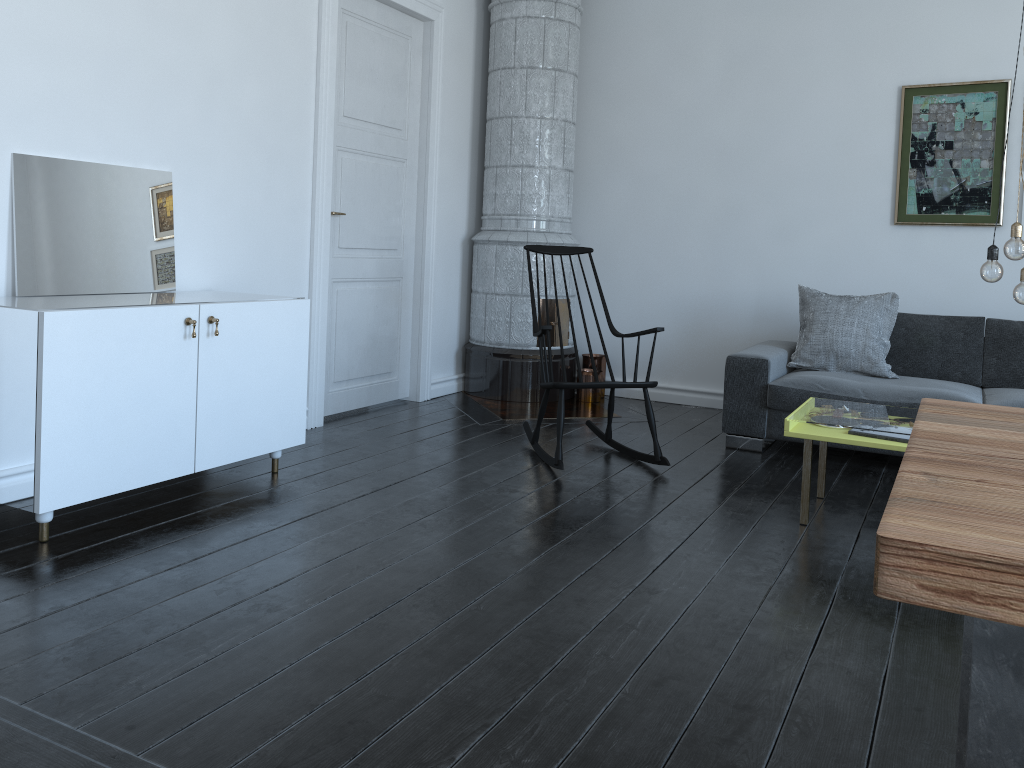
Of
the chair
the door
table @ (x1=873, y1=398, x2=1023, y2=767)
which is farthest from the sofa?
table @ (x1=873, y1=398, x2=1023, y2=767)

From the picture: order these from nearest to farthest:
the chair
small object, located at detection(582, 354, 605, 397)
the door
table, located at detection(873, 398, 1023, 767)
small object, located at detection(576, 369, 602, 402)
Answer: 1. table, located at detection(873, 398, 1023, 767)
2. the chair
3. the door
4. small object, located at detection(576, 369, 602, 402)
5. small object, located at detection(582, 354, 605, 397)

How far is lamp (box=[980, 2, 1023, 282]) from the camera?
3.08m

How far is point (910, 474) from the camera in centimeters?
115cm

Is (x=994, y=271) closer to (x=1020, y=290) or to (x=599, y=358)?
(x=1020, y=290)

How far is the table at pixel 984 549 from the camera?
0.84m

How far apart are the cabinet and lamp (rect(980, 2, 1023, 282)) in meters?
2.6 m

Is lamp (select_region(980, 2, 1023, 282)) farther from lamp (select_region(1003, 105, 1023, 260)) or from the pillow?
the pillow

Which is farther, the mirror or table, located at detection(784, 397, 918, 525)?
table, located at detection(784, 397, 918, 525)

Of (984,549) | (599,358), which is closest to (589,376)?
(599,358)
